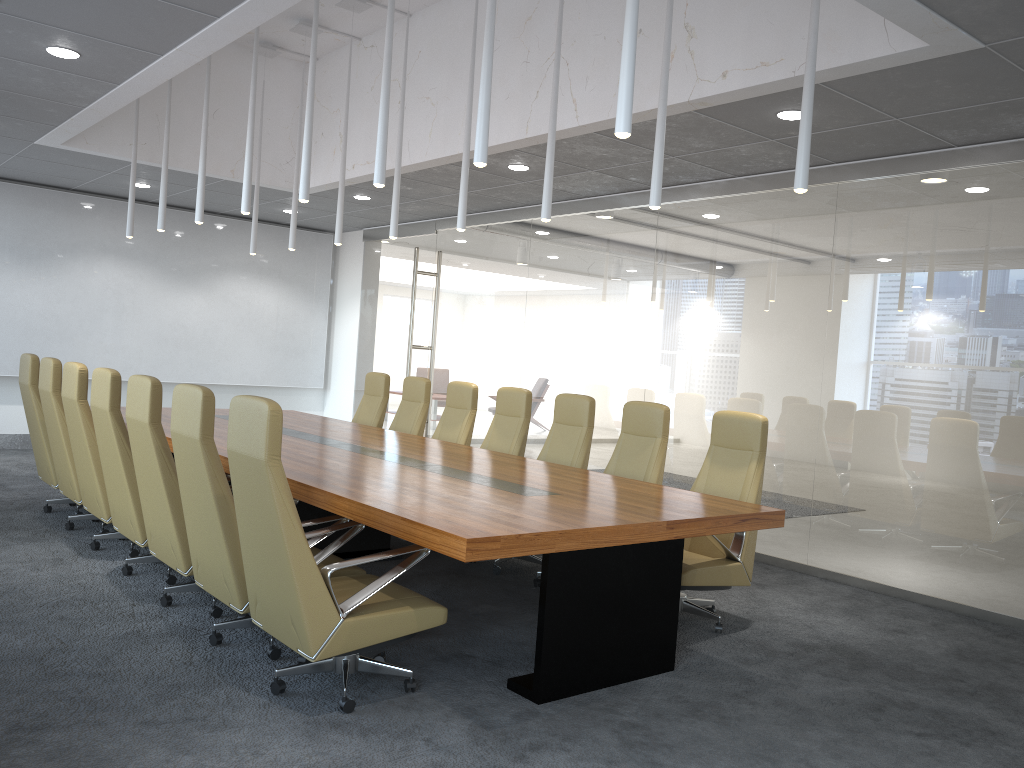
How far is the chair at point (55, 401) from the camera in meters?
6.9

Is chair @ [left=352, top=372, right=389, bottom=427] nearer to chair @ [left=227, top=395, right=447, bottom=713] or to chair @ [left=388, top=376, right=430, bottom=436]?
chair @ [left=388, top=376, right=430, bottom=436]

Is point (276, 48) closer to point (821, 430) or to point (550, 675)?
point (821, 430)

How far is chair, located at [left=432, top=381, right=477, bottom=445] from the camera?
8.43m

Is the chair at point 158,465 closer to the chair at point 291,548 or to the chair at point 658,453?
the chair at point 291,548

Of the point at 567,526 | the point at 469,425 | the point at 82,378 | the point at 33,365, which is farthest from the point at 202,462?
the point at 469,425

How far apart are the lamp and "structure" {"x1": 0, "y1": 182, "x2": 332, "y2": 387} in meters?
3.3 m

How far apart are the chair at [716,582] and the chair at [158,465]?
2.8m

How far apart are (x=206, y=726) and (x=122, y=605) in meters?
1.9 m

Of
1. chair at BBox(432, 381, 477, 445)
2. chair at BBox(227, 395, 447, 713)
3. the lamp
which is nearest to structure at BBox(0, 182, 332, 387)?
the lamp
